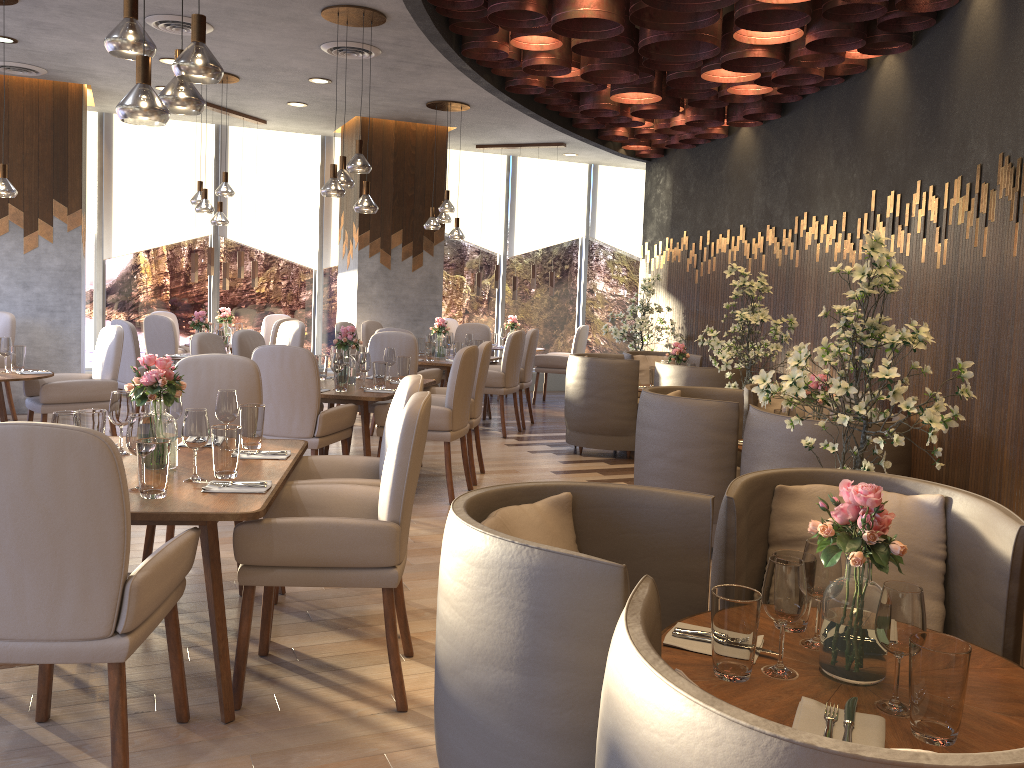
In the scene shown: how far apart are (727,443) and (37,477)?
3.31m

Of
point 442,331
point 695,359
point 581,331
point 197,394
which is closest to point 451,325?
point 581,331

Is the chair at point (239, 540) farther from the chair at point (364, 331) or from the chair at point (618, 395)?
the chair at point (364, 331)

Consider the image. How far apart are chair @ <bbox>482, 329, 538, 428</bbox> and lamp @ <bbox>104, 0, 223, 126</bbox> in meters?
5.7

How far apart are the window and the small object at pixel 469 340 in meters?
2.7 m

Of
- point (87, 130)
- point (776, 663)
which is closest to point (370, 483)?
point (776, 663)

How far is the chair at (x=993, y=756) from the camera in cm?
102

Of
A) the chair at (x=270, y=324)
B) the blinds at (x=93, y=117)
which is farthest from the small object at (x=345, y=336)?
the blinds at (x=93, y=117)

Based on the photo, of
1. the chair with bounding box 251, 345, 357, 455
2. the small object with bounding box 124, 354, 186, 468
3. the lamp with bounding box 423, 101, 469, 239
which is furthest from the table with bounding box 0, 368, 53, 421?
the lamp with bounding box 423, 101, 469, 239

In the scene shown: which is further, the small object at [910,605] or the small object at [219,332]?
the small object at [219,332]
